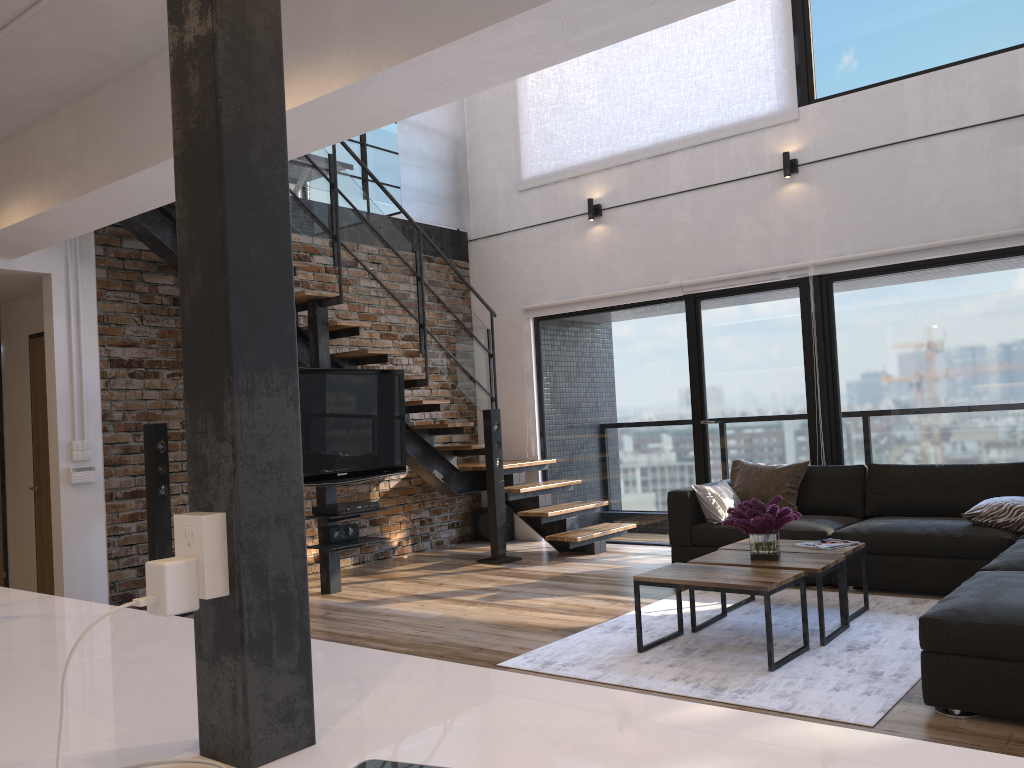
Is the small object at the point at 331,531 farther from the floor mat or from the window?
the window

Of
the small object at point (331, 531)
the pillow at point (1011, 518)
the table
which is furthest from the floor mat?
the small object at point (331, 531)

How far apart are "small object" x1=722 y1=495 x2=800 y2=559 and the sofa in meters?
0.8

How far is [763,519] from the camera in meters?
4.2

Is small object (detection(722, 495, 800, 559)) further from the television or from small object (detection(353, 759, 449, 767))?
small object (detection(353, 759, 449, 767))

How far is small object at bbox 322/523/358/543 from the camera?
5.86m

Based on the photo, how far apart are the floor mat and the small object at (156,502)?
2.6m

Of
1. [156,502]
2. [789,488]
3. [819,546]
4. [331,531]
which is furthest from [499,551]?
[819,546]

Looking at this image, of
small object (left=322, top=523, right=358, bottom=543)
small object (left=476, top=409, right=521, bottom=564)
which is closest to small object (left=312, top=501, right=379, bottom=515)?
small object (left=322, top=523, right=358, bottom=543)

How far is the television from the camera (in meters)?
5.77
